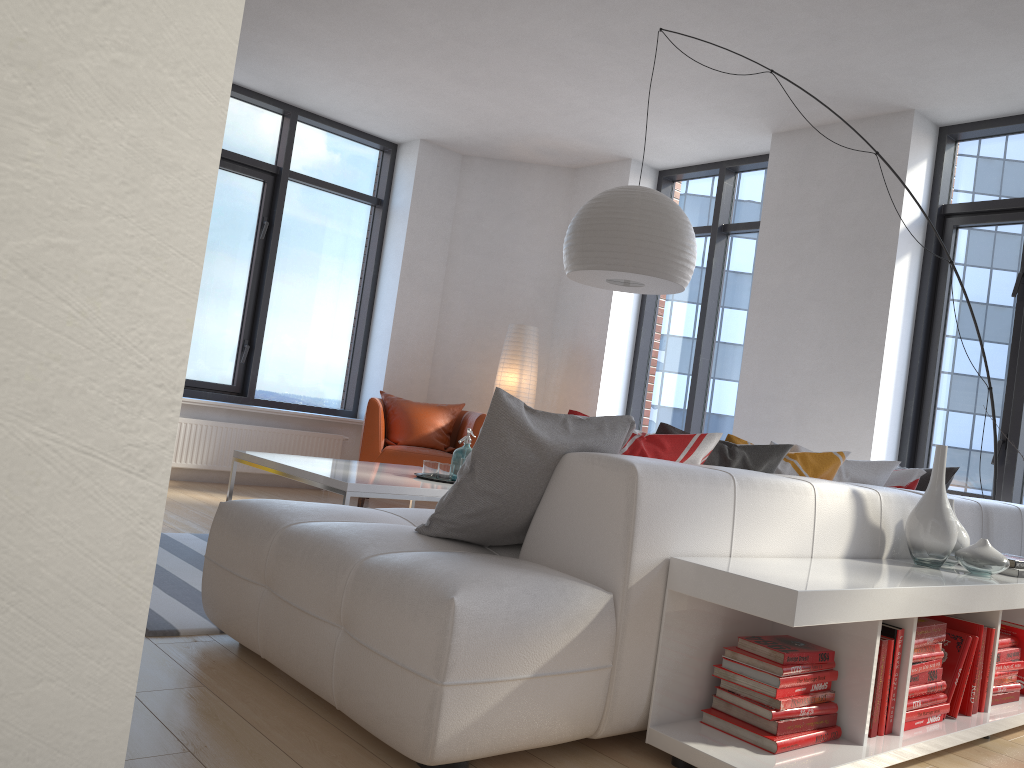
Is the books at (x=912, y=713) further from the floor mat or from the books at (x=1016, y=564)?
the floor mat

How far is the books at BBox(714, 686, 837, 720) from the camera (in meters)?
2.16

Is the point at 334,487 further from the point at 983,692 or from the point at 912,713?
the point at 983,692

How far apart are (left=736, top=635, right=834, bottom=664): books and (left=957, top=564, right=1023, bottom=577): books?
1.1m

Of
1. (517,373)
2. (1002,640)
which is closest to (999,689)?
(1002,640)

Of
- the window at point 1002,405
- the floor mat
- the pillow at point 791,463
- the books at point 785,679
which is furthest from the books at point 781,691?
the window at point 1002,405

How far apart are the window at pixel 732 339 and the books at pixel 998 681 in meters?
3.7

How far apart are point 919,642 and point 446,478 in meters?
2.2 m

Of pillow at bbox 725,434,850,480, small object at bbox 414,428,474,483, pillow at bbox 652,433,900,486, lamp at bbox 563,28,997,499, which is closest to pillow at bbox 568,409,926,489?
pillow at bbox 652,433,900,486

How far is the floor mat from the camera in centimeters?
272cm
